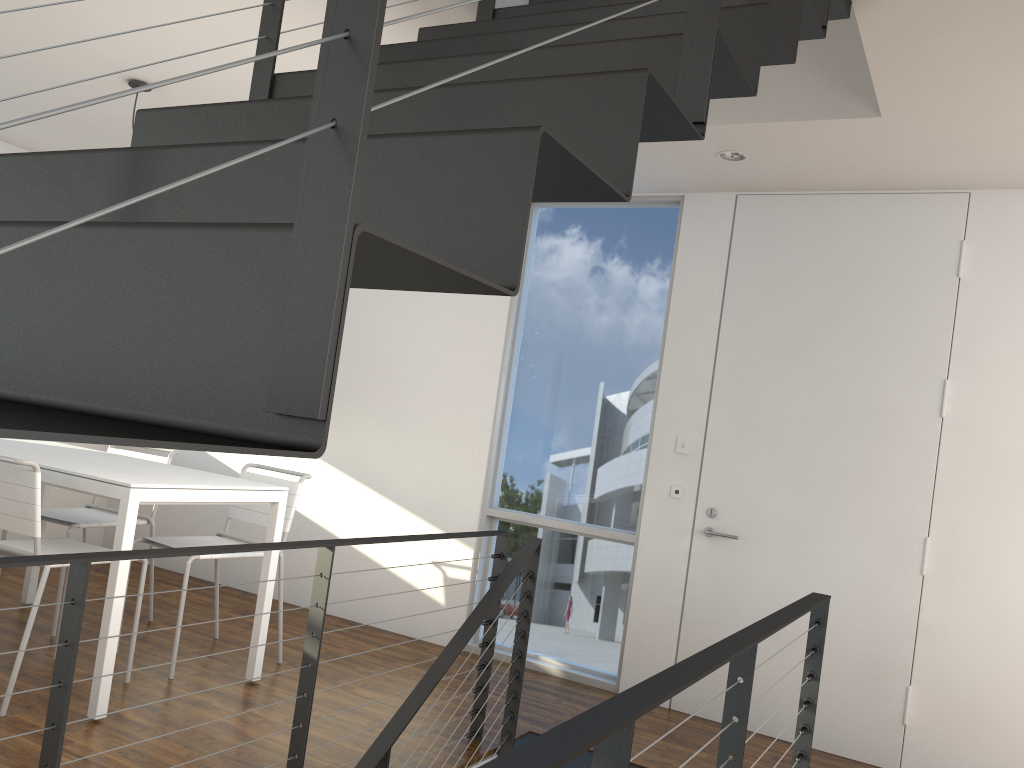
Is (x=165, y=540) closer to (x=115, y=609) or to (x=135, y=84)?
(x=115, y=609)

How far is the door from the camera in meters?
3.3 m

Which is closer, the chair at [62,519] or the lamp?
Answer: the lamp

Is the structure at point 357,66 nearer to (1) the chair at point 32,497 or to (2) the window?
(2) the window

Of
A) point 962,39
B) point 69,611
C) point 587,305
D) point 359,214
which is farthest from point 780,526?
point 359,214

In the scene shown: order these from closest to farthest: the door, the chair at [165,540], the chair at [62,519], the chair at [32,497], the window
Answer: the chair at [32,497] → the door → the chair at [165,540] → the chair at [62,519] → the window

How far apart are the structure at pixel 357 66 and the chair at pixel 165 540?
1.02m

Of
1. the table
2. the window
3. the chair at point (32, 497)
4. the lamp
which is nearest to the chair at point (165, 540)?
the table

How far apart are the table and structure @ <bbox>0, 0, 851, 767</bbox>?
0.85m

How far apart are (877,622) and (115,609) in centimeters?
267cm
